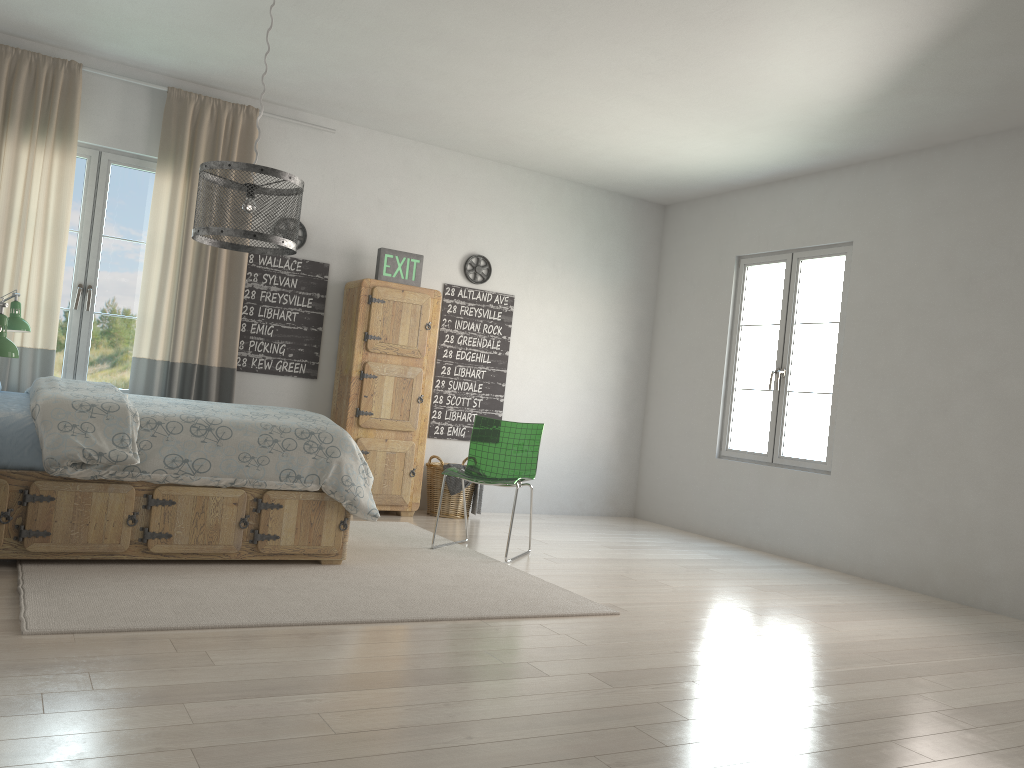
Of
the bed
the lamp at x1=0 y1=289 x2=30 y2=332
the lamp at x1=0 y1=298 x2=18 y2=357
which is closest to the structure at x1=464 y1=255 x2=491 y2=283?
the bed

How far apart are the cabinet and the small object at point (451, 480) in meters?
0.2

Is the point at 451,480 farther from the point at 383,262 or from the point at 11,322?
the point at 11,322

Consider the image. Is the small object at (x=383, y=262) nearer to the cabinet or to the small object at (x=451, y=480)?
the cabinet

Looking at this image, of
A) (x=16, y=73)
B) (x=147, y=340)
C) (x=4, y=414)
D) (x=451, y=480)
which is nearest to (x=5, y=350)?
(x=4, y=414)

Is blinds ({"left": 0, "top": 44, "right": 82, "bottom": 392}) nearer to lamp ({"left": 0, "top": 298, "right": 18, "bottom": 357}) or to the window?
the window

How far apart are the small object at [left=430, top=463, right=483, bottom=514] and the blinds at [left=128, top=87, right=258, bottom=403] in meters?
1.6 m

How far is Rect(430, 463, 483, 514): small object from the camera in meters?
6.2 m

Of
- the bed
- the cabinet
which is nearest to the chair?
the bed

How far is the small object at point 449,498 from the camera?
6.2m
